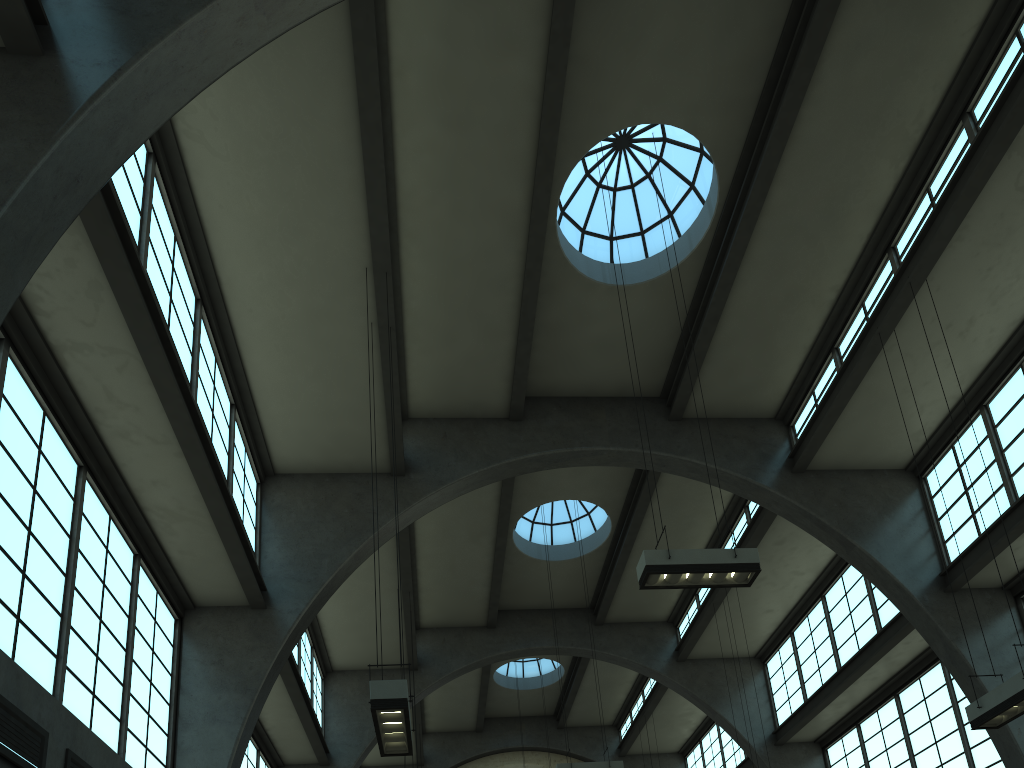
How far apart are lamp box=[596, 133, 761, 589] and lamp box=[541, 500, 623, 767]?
7.47m

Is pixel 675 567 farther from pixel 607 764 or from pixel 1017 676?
pixel 607 764

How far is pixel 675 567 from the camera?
10.1m

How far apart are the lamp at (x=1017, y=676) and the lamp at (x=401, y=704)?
7.1 meters

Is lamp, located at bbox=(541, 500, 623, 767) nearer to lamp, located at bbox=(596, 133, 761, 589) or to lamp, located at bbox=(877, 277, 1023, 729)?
lamp, located at bbox=(596, 133, 761, 589)

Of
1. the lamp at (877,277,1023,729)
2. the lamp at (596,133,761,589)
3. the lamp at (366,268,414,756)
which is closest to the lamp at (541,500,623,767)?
the lamp at (596,133,761,589)

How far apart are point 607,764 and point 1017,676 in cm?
883

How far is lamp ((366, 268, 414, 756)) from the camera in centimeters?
805cm

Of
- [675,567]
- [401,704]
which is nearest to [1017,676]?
[675,567]

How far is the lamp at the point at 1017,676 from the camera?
9.5m
